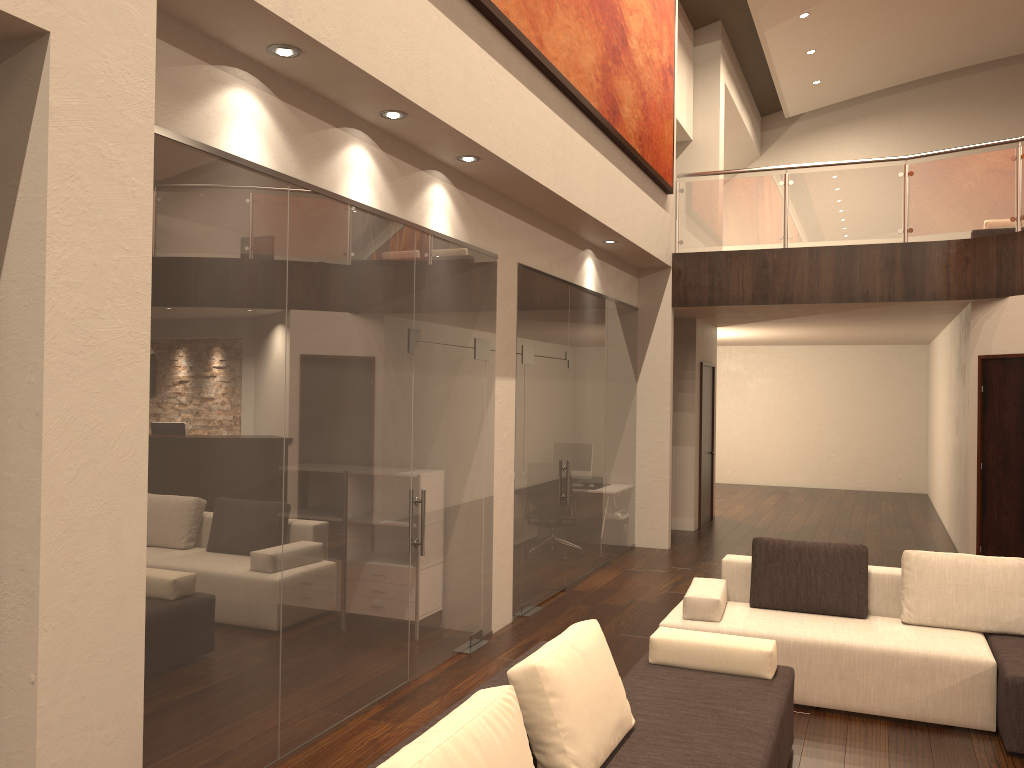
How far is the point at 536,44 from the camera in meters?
5.9

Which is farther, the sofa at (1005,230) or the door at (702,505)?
the door at (702,505)

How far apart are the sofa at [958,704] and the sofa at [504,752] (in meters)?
0.63

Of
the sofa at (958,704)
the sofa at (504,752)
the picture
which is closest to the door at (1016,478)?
the picture

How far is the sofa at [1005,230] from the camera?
11.9 meters

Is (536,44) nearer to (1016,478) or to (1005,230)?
(1016,478)

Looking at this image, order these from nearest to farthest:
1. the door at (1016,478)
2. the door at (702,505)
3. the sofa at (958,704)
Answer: the sofa at (958,704) < the door at (1016,478) < the door at (702,505)

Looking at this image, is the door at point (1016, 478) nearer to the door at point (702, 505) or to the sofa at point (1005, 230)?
the door at point (702, 505)

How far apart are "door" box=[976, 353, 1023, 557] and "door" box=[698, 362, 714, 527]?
3.7 meters

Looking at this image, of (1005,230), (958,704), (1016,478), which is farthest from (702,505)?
(958,704)
